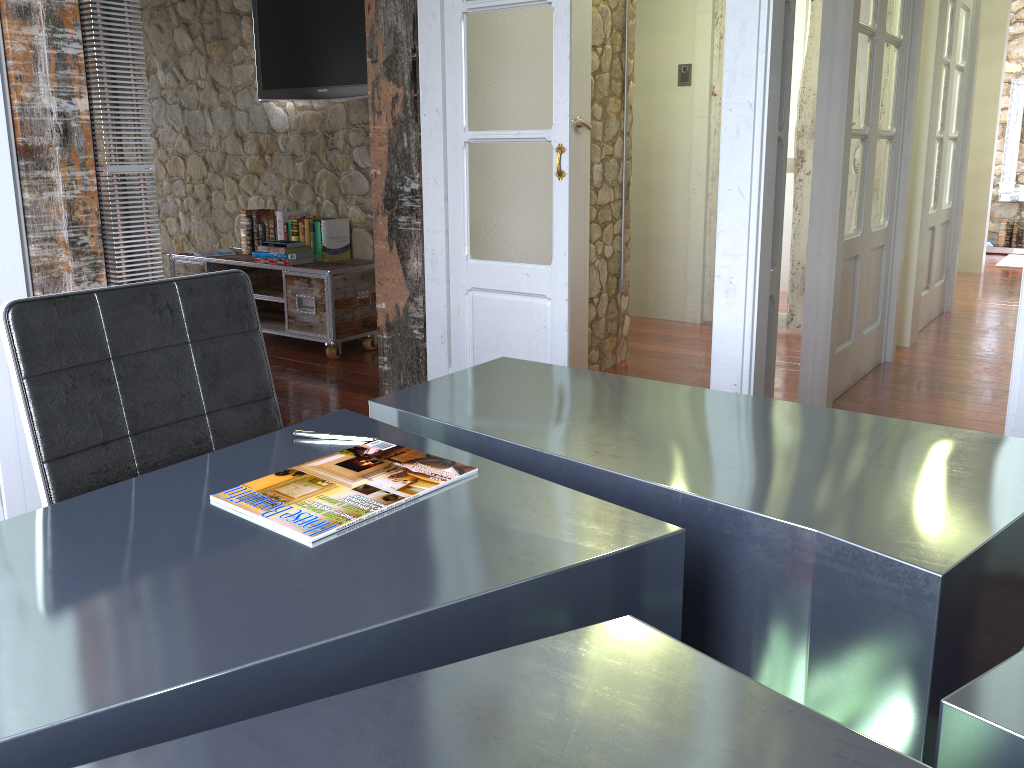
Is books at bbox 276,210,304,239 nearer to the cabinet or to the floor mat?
the cabinet

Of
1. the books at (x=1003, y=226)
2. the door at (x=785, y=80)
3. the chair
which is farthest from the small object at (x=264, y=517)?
the books at (x=1003, y=226)

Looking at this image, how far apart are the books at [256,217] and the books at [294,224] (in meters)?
0.33

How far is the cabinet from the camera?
→ 4.7 meters

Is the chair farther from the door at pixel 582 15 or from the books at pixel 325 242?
the books at pixel 325 242

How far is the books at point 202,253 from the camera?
5.3m

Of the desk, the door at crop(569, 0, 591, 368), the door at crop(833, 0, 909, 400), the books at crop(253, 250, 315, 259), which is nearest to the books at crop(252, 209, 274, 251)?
the books at crop(253, 250, 315, 259)

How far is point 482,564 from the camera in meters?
1.0 m

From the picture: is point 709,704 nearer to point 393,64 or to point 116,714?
point 116,714

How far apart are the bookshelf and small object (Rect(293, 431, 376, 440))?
9.6 meters
